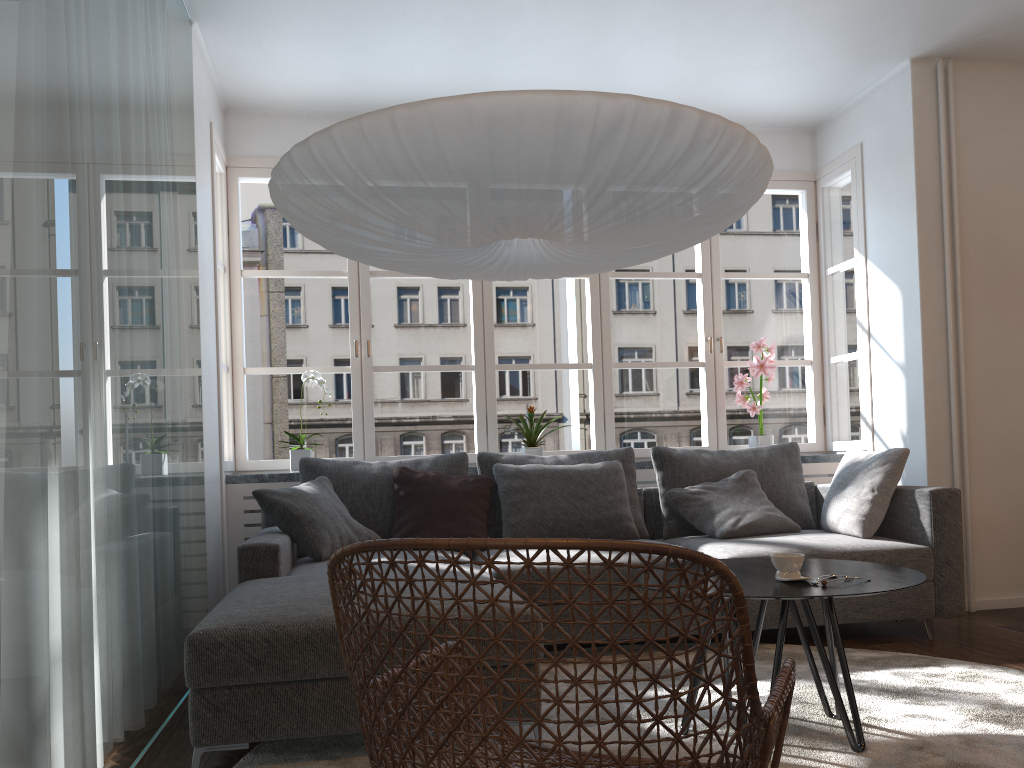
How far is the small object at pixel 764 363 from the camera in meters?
5.0 m

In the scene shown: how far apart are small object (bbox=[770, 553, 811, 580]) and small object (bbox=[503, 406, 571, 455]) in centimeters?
239cm

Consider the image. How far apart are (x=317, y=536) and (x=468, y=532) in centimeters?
70cm

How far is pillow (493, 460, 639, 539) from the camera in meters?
4.1

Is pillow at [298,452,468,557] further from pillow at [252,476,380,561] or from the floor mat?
the floor mat

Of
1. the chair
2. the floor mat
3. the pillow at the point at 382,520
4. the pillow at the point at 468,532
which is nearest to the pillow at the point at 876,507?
the floor mat

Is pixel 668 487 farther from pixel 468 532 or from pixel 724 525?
pixel 468 532

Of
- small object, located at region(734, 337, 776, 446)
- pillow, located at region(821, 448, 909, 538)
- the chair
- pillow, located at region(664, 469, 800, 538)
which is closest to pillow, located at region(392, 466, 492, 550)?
pillow, located at region(664, 469, 800, 538)

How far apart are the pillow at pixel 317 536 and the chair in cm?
185

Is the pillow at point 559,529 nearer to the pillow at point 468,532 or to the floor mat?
the pillow at point 468,532
